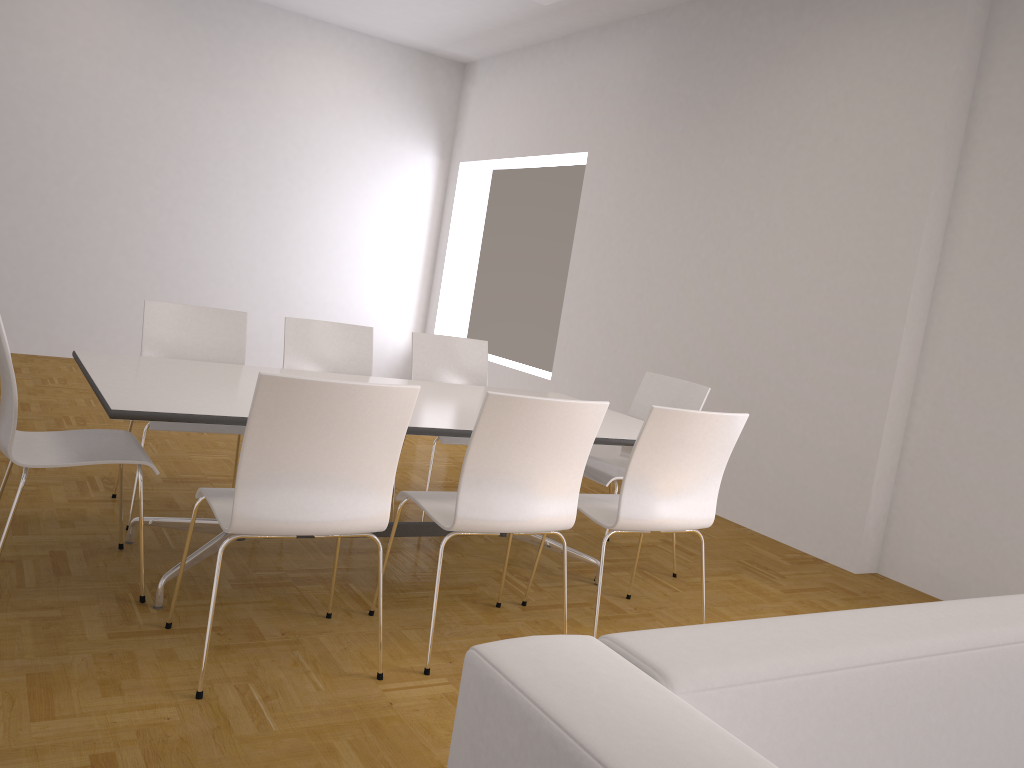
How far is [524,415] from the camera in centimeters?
279cm

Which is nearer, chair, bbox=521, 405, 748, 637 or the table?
the table

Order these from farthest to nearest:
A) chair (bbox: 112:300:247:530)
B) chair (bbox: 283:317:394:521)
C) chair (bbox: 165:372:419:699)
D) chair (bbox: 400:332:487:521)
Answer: chair (bbox: 400:332:487:521) < chair (bbox: 283:317:394:521) < chair (bbox: 112:300:247:530) < chair (bbox: 165:372:419:699)

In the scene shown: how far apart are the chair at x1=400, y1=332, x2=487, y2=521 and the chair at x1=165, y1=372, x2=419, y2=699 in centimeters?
169cm

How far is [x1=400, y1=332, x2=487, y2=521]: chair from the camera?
4.8 meters

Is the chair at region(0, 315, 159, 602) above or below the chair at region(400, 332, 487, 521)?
below

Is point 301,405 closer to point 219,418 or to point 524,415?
point 219,418

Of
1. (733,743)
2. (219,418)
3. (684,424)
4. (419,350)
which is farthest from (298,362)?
(733,743)

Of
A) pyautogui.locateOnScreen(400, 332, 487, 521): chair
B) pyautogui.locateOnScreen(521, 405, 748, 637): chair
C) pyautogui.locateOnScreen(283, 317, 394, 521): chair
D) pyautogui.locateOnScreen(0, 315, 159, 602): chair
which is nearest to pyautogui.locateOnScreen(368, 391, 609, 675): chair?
pyautogui.locateOnScreen(521, 405, 748, 637): chair

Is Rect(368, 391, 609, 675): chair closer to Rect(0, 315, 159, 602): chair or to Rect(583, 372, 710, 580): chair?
Rect(0, 315, 159, 602): chair
